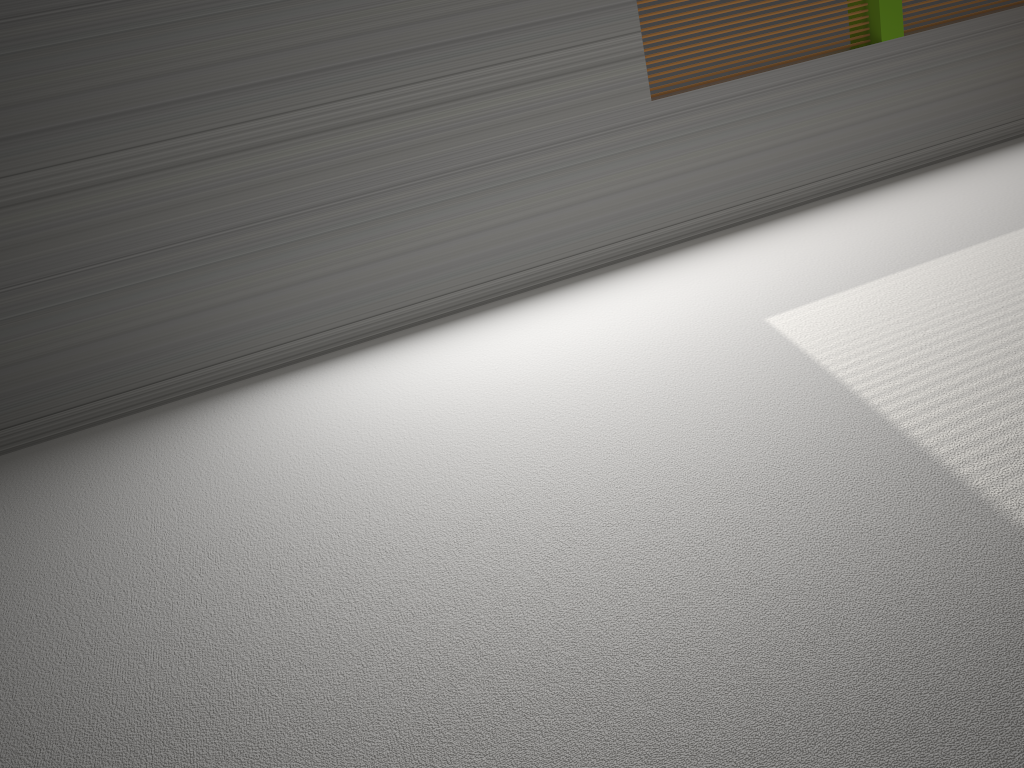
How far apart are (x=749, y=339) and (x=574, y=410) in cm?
66
